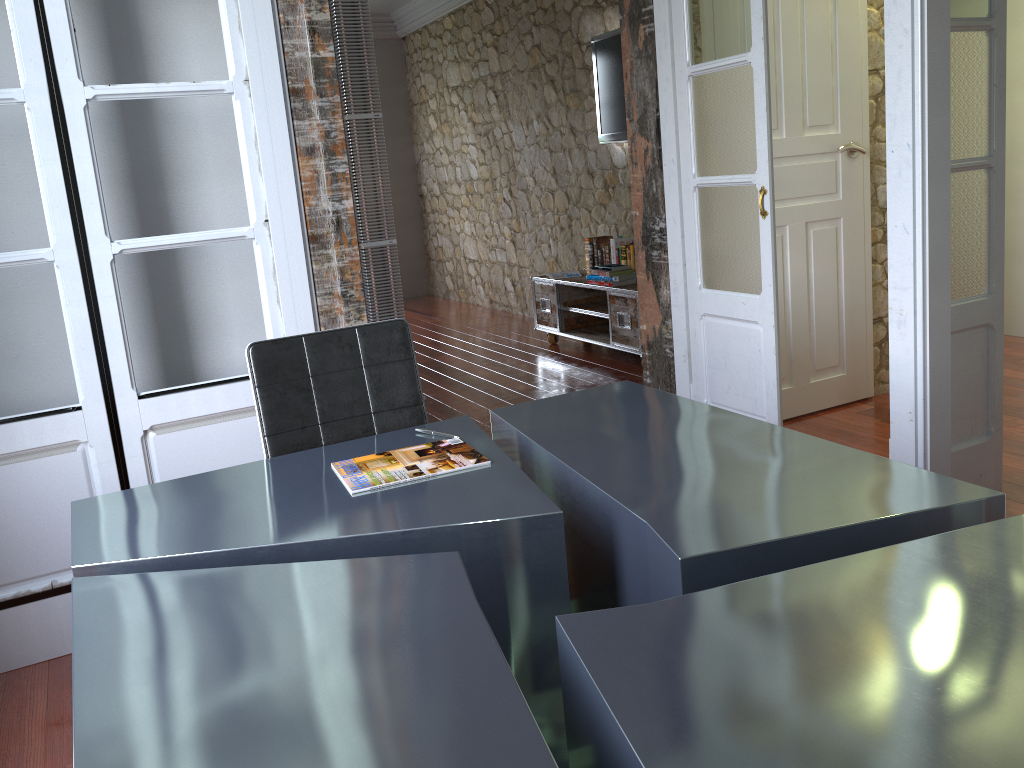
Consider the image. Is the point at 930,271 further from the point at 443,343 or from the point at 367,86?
the point at 443,343

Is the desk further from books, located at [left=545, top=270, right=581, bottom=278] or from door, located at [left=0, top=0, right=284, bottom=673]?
books, located at [left=545, top=270, right=581, bottom=278]

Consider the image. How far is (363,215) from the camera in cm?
947

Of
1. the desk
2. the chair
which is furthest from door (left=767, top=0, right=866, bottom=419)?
the chair

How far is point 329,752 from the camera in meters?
1.0 m

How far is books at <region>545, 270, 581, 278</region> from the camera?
A: 6.3 meters

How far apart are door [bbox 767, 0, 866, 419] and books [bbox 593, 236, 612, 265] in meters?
2.1

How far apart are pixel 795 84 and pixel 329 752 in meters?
3.7 m

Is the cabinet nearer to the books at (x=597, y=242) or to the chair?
the books at (x=597, y=242)

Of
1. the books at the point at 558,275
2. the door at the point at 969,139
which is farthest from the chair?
the books at the point at 558,275
